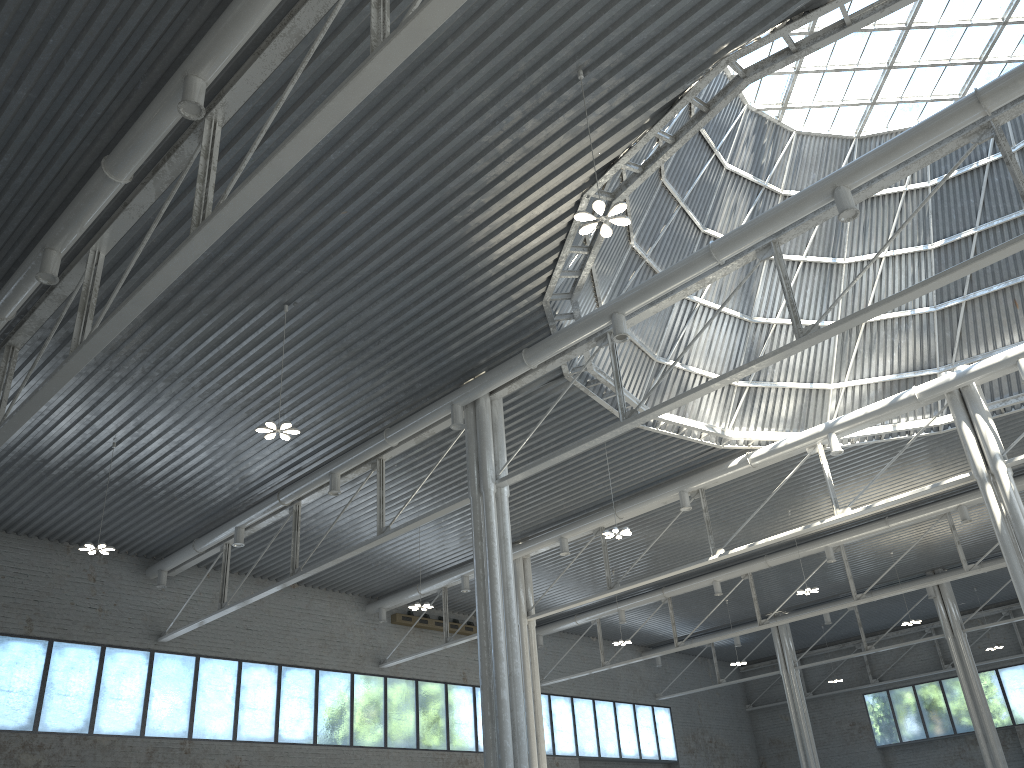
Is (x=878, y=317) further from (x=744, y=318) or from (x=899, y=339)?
(x=744, y=318)
